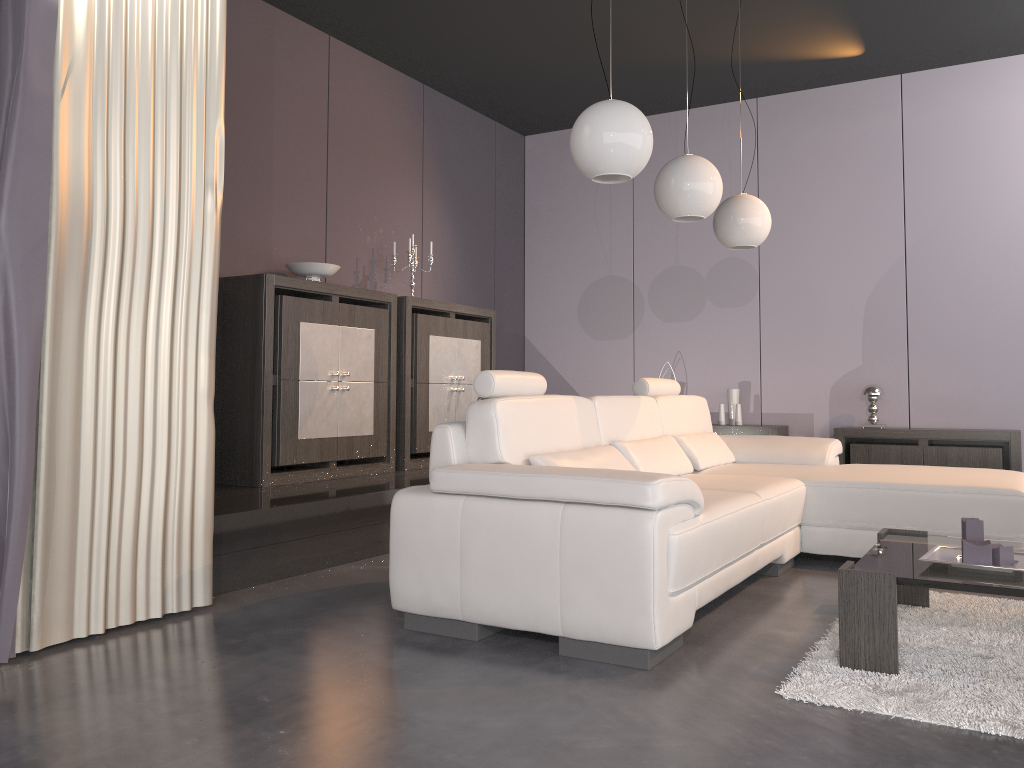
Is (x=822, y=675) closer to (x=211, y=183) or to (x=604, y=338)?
(x=211, y=183)

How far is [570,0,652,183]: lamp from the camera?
3.1 meters

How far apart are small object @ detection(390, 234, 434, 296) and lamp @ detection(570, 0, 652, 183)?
2.5m

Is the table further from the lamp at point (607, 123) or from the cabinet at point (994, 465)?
the cabinet at point (994, 465)

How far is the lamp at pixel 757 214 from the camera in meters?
4.6 m

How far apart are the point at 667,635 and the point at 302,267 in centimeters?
315cm

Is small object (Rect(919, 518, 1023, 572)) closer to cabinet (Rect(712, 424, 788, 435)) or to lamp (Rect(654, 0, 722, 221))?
lamp (Rect(654, 0, 722, 221))

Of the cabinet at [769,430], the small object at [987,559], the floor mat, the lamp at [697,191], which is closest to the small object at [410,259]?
the lamp at [697,191]

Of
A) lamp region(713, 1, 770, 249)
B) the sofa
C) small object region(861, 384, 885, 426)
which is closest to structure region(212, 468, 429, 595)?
the sofa

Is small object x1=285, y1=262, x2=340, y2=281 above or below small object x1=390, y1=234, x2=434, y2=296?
below
